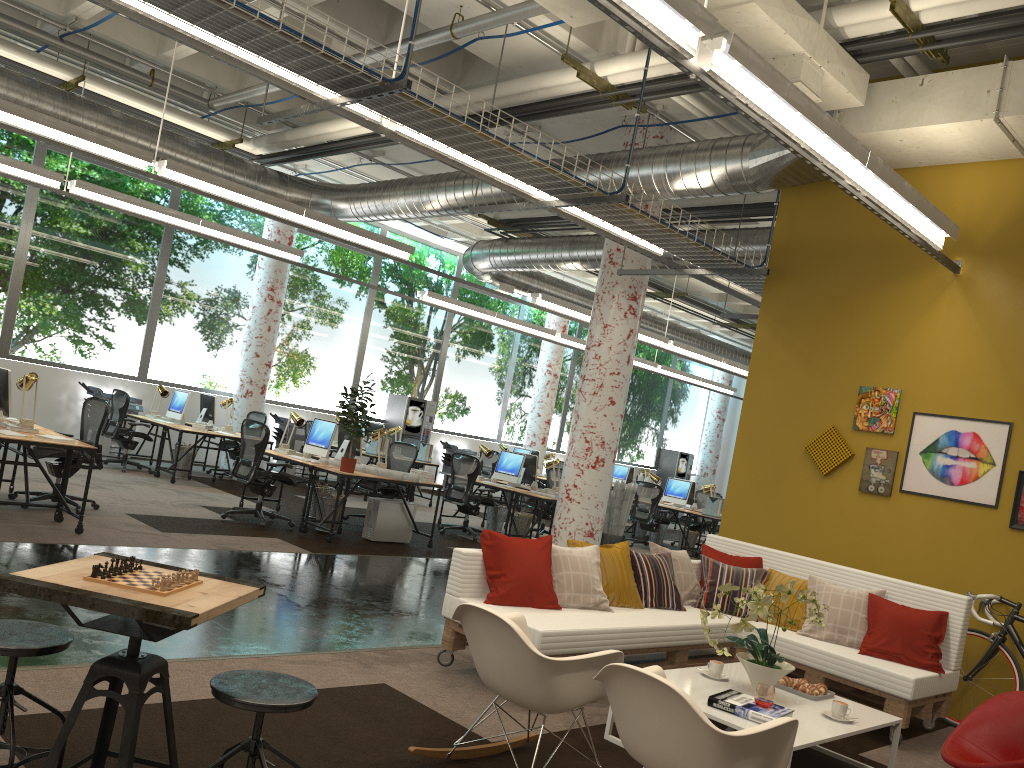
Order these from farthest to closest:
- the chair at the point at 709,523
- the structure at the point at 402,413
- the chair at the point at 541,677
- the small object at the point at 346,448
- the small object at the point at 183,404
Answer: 1. the structure at the point at 402,413
2. the chair at the point at 709,523
3. the small object at the point at 183,404
4. the small object at the point at 346,448
5. the chair at the point at 541,677

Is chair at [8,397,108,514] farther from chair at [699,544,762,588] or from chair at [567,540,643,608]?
chair at [699,544,762,588]

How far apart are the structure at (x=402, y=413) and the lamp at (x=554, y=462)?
5.26m

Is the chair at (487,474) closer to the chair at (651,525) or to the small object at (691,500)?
the chair at (651,525)

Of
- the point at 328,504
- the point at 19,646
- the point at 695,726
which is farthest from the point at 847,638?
the point at 328,504

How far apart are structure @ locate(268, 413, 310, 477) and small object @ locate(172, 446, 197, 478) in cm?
303

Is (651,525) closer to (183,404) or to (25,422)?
(183,404)

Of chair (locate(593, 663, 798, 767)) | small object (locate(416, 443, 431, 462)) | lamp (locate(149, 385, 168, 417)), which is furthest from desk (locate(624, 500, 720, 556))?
chair (locate(593, 663, 798, 767))

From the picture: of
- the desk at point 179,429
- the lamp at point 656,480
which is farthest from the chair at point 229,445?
the lamp at point 656,480

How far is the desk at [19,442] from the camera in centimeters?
683cm
